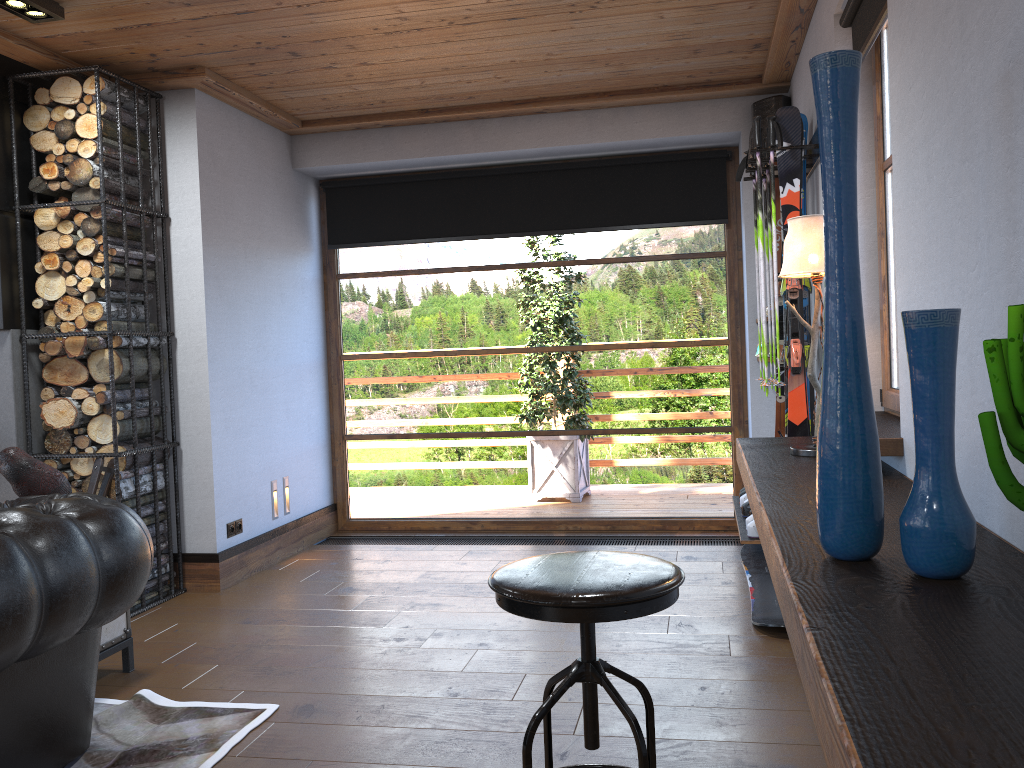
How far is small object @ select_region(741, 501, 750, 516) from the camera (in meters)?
4.23

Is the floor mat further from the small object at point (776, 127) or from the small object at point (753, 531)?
the small object at point (776, 127)

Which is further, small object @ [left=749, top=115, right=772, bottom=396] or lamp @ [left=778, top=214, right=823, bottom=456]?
small object @ [left=749, top=115, right=772, bottom=396]

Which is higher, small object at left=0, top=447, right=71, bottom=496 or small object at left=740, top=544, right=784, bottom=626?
small object at left=0, top=447, right=71, bottom=496

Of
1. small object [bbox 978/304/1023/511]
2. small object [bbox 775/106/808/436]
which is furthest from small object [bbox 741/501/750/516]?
small object [bbox 978/304/1023/511]

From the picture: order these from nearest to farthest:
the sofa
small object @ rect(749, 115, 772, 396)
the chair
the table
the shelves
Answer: the shelves, the chair, the sofa, the table, small object @ rect(749, 115, 772, 396)

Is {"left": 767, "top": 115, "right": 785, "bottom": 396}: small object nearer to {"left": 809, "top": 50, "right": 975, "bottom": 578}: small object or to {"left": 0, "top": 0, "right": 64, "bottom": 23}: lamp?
{"left": 809, "top": 50, "right": 975, "bottom": 578}: small object

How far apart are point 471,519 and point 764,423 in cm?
205

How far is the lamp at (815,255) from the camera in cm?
284

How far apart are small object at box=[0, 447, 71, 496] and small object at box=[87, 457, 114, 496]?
0.9 meters
